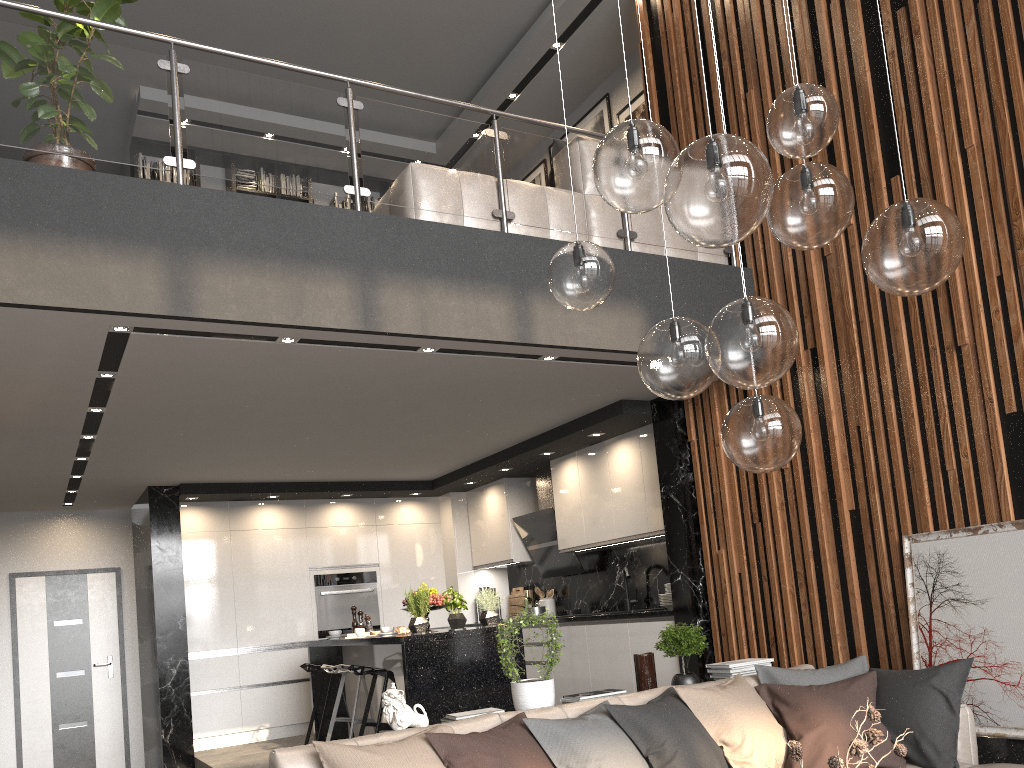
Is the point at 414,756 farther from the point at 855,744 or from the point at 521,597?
the point at 521,597

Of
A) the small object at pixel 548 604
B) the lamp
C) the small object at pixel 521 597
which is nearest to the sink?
the small object at pixel 548 604

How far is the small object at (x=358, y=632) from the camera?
6.56m

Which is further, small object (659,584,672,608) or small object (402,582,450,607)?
Answer: small object (659,584,672,608)

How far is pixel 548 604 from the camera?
8.3m

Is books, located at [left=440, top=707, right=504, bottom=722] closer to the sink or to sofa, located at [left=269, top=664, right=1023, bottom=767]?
sofa, located at [left=269, top=664, right=1023, bottom=767]

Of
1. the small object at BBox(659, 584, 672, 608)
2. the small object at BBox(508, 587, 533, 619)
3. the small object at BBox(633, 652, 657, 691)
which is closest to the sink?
the small object at BBox(659, 584, 672, 608)

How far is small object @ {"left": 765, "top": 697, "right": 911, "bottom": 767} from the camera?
2.1m

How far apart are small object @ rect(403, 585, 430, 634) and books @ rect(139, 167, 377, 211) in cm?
474

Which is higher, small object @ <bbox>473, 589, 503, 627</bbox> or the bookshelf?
the bookshelf
